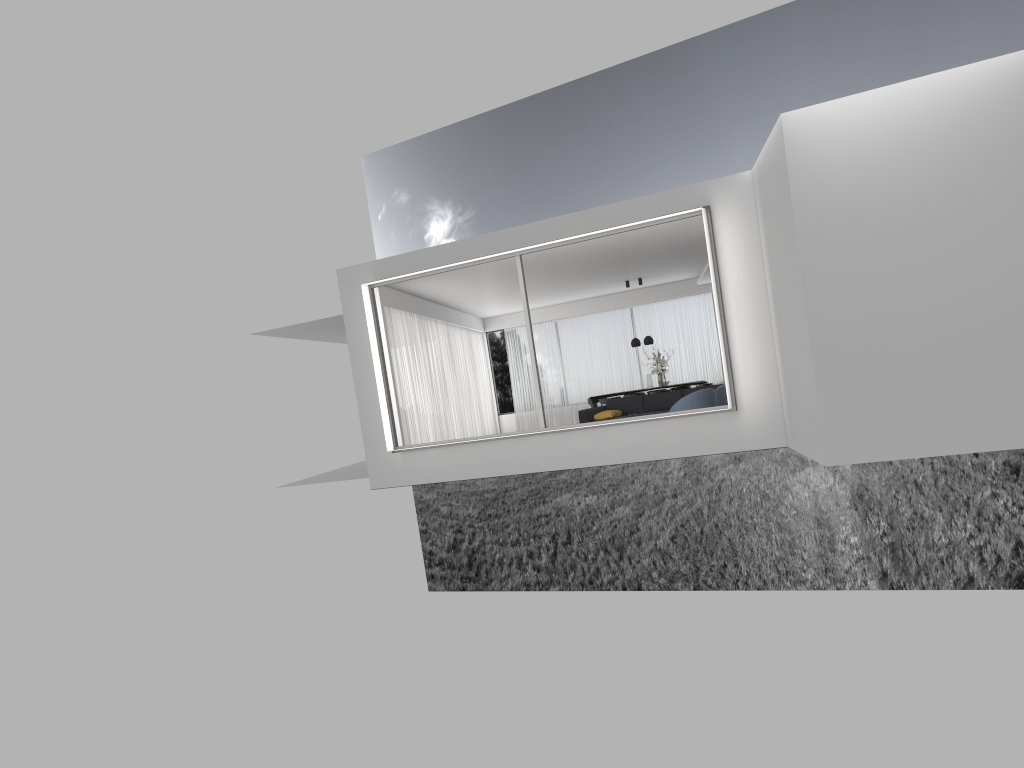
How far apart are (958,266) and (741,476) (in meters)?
29.06

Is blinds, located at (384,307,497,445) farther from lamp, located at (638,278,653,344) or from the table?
lamp, located at (638,278,653,344)

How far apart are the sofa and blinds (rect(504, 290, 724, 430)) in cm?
550

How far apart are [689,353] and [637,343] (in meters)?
2.25

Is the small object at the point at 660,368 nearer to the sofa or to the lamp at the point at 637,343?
the lamp at the point at 637,343

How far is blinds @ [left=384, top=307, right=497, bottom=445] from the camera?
15.79m

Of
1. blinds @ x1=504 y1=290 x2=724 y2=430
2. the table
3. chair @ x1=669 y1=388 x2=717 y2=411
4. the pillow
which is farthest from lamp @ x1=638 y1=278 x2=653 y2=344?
chair @ x1=669 y1=388 x2=717 y2=411

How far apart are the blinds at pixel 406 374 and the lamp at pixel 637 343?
4.0m

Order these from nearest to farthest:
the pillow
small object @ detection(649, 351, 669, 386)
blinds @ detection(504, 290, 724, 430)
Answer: the pillow
small object @ detection(649, 351, 669, 386)
blinds @ detection(504, 290, 724, 430)

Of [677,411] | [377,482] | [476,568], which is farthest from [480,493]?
[677,411]
